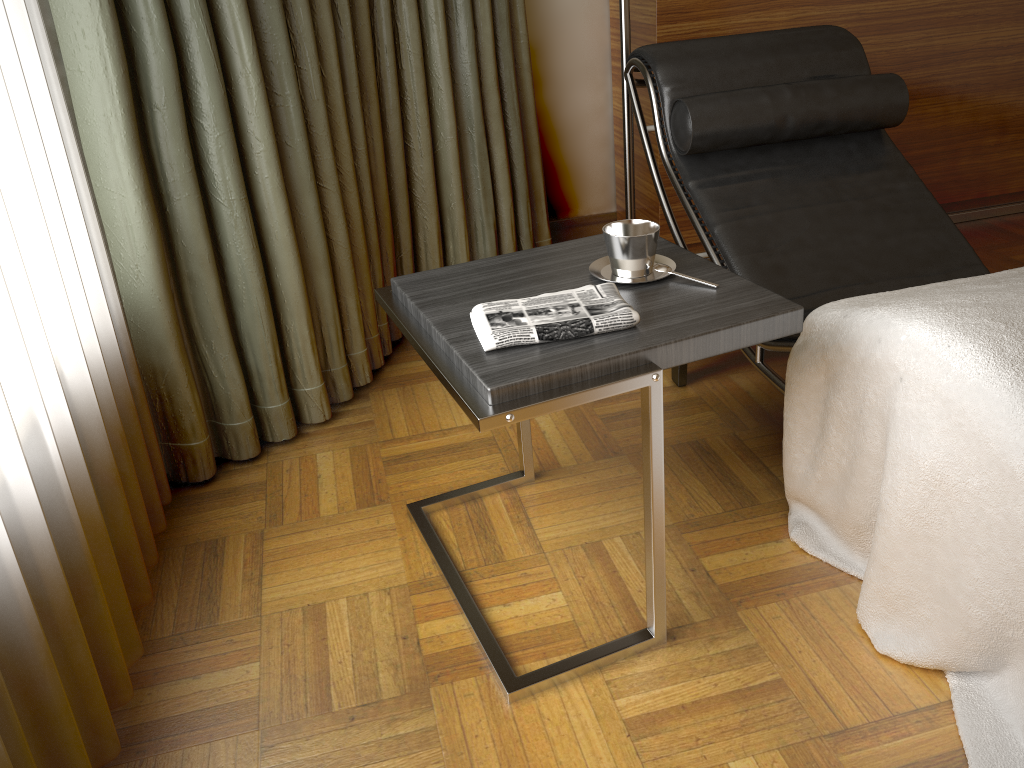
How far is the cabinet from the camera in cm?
265

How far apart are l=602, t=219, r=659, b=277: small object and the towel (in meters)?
0.09

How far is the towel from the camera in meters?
1.3

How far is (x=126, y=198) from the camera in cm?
168

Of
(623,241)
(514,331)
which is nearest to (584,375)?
(514,331)

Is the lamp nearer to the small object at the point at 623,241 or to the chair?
the chair

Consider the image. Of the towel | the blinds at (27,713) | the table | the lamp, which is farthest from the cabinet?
the blinds at (27,713)

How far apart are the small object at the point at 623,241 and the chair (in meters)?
0.37

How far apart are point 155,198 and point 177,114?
0.18m

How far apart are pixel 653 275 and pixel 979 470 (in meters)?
0.58
